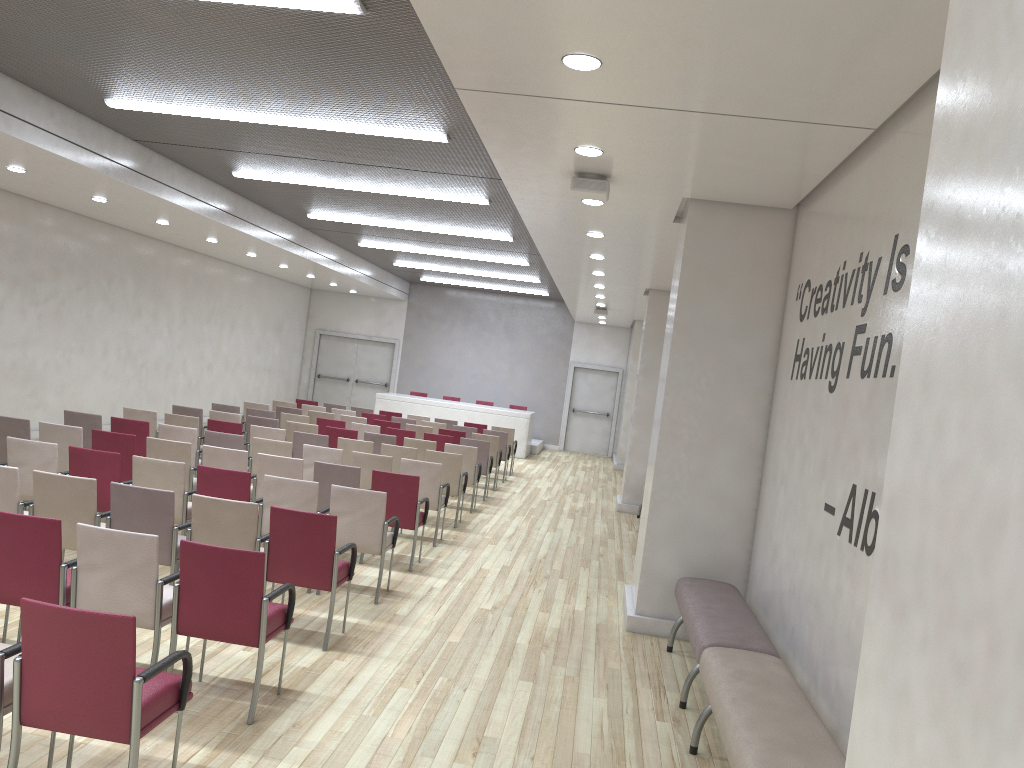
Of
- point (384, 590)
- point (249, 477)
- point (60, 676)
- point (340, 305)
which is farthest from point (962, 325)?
point (340, 305)

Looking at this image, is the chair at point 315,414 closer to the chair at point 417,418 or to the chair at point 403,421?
the chair at point 403,421

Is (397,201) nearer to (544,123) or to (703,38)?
(544,123)

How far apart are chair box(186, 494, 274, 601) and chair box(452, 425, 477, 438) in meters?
9.7

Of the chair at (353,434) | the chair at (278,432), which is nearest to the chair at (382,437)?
the chair at (353,434)

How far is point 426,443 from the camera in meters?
11.8

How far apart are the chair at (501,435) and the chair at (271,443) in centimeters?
631cm

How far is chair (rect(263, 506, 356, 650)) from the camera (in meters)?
5.68

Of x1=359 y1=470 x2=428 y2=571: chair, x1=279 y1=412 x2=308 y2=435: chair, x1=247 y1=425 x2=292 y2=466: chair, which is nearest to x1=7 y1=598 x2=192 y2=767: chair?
x1=359 y1=470 x2=428 y2=571: chair

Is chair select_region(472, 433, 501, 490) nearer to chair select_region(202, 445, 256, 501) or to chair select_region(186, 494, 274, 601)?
chair select_region(202, 445, 256, 501)
